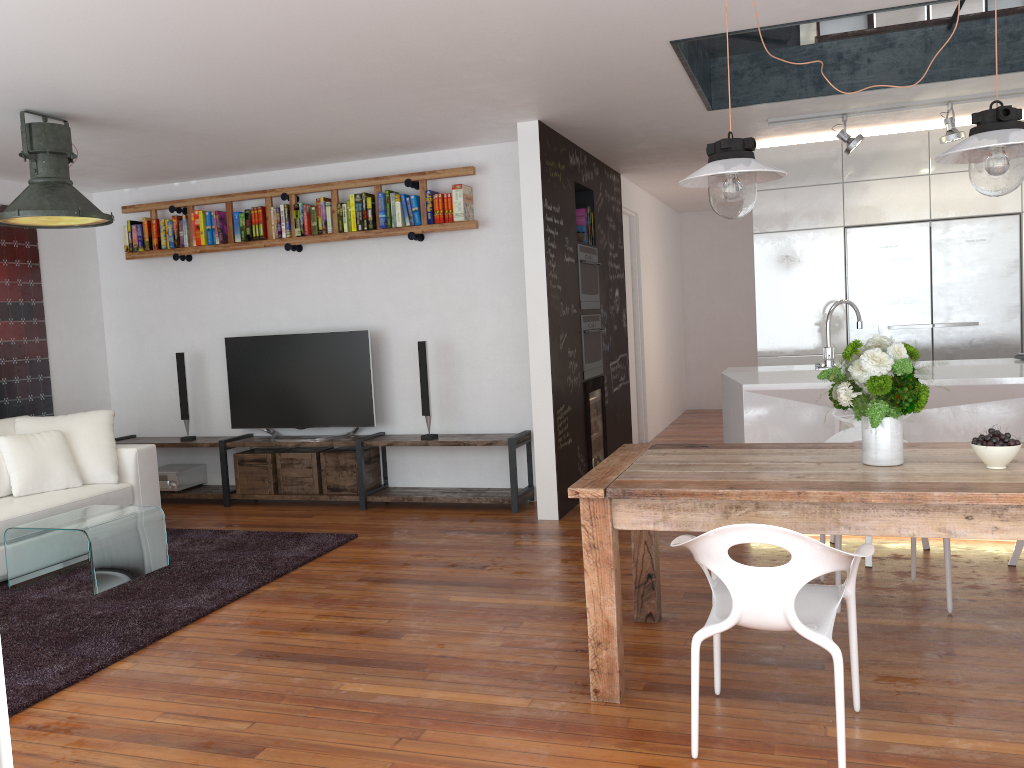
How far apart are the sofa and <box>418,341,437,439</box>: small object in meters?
1.8 m

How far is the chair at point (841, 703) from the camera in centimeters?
240cm

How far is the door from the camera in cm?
853

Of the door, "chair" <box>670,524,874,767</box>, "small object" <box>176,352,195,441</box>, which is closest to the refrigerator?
the door

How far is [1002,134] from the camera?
2.74m

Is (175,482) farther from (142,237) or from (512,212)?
(512,212)

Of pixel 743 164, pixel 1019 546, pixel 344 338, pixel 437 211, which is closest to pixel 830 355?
pixel 1019 546

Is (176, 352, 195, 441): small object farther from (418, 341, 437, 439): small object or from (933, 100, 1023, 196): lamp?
(933, 100, 1023, 196): lamp

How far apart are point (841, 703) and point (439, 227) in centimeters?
446cm

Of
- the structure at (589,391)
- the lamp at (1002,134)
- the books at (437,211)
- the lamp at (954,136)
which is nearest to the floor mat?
the structure at (589,391)
